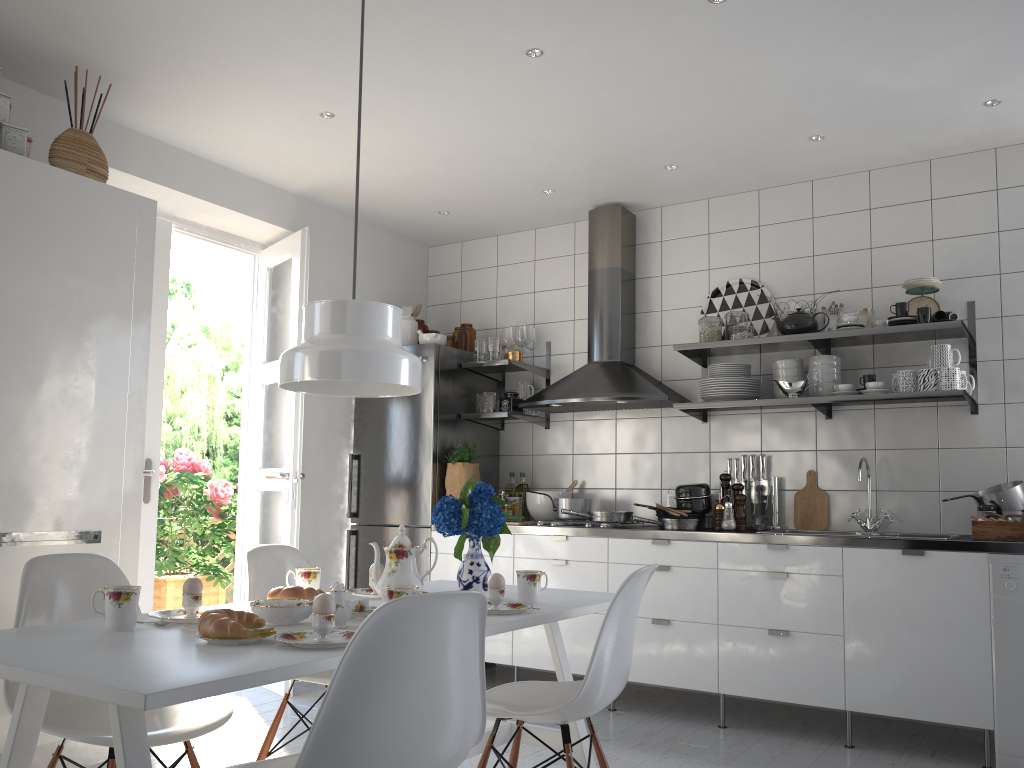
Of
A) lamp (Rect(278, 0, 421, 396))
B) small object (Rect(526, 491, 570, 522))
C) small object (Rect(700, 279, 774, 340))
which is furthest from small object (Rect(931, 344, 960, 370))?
lamp (Rect(278, 0, 421, 396))

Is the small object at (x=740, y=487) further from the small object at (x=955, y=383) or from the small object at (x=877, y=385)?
the small object at (x=955, y=383)

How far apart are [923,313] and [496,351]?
2.2 meters

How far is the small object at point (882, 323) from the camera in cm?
391

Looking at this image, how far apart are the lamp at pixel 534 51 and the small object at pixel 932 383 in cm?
205

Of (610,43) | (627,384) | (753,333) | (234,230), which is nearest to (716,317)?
(753,333)

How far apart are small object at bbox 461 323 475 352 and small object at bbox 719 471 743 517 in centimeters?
174cm

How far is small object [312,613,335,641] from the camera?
1.8 meters

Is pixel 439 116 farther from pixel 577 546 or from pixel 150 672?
pixel 150 672

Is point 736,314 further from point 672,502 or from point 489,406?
point 489,406
